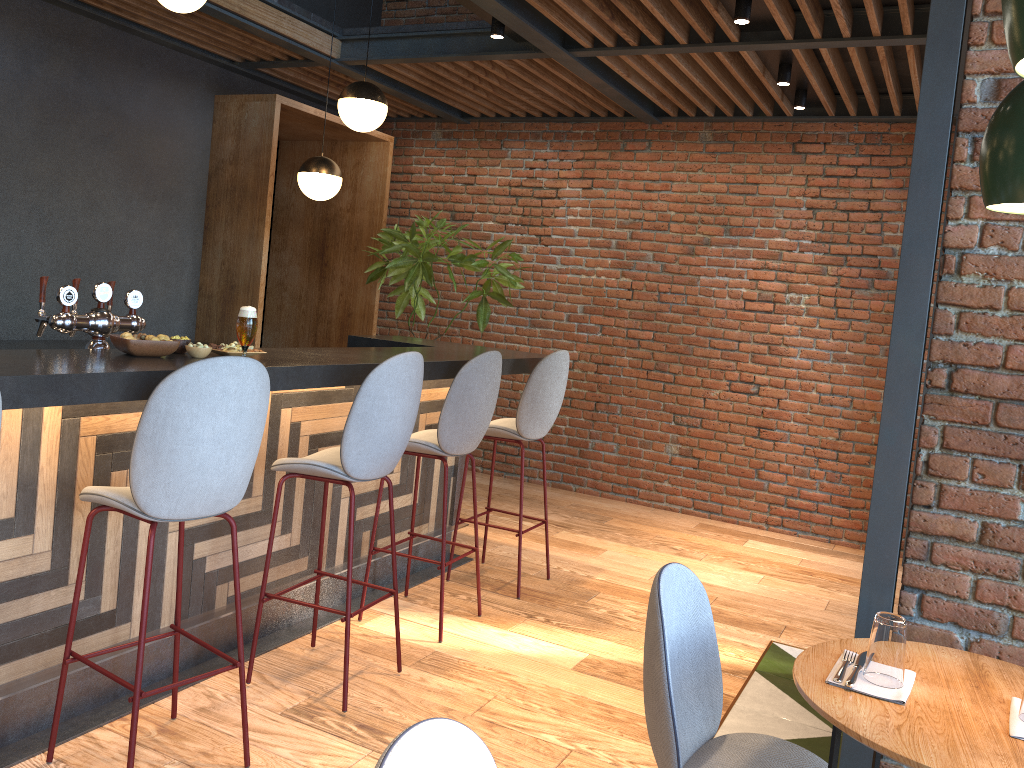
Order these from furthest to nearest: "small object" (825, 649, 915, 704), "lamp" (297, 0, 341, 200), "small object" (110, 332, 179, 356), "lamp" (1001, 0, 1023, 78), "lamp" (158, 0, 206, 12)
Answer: "lamp" (297, 0, 341, 200)
"lamp" (158, 0, 206, 12)
"small object" (110, 332, 179, 356)
"small object" (825, 649, 915, 704)
"lamp" (1001, 0, 1023, 78)

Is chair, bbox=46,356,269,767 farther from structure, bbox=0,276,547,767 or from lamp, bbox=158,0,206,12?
lamp, bbox=158,0,206,12

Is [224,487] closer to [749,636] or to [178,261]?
[749,636]

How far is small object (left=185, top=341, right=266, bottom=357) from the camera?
2.9m

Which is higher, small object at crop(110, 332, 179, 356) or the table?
small object at crop(110, 332, 179, 356)

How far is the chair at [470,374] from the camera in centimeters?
373cm

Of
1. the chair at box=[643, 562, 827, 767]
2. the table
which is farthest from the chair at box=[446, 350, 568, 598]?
the table

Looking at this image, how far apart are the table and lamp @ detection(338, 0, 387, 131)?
3.6m

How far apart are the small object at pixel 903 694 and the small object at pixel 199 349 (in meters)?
2.07

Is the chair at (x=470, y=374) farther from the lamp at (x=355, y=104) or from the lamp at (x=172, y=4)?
the lamp at (x=172, y=4)
